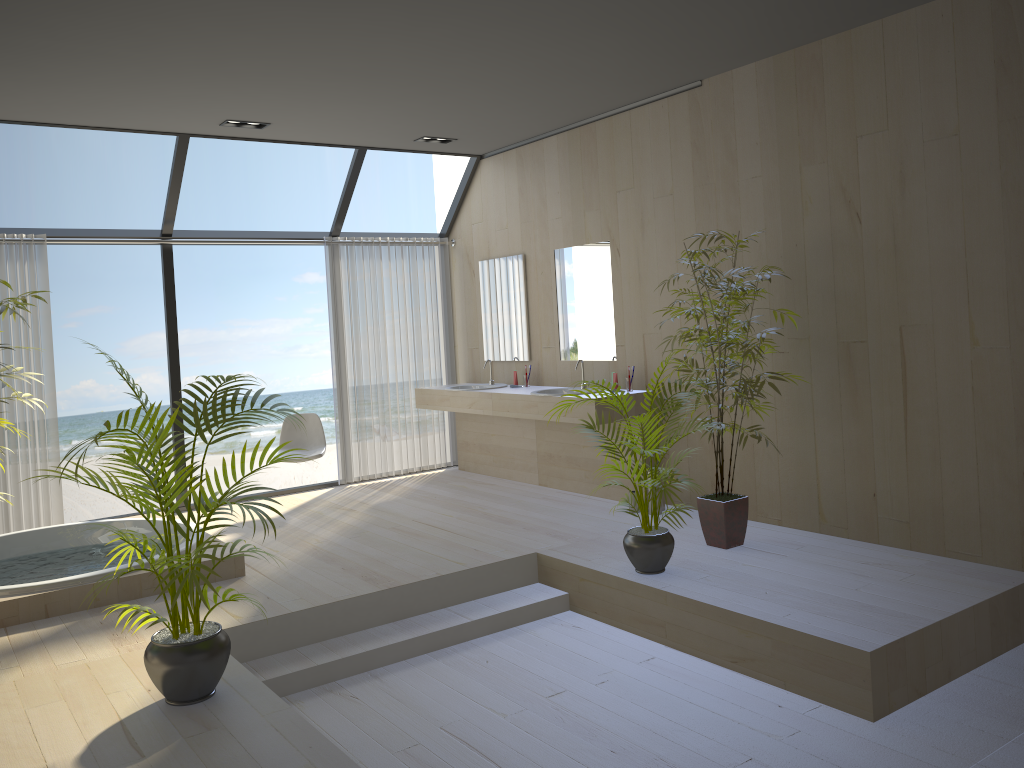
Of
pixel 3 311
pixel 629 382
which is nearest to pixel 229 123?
pixel 3 311

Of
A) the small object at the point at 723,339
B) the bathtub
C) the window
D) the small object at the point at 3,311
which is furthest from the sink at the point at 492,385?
the small object at the point at 3,311

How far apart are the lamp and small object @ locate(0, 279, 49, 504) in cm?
236

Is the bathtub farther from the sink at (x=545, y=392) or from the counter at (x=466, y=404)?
the sink at (x=545, y=392)

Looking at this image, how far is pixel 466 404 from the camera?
7.08m

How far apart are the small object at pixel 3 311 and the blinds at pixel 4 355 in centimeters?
216cm

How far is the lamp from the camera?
5.96m

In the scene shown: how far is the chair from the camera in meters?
7.0

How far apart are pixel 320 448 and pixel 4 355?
2.3m

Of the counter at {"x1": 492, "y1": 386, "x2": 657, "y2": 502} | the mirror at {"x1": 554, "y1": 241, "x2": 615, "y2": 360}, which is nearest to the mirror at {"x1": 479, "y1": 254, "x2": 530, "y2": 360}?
the mirror at {"x1": 554, "y1": 241, "x2": 615, "y2": 360}
